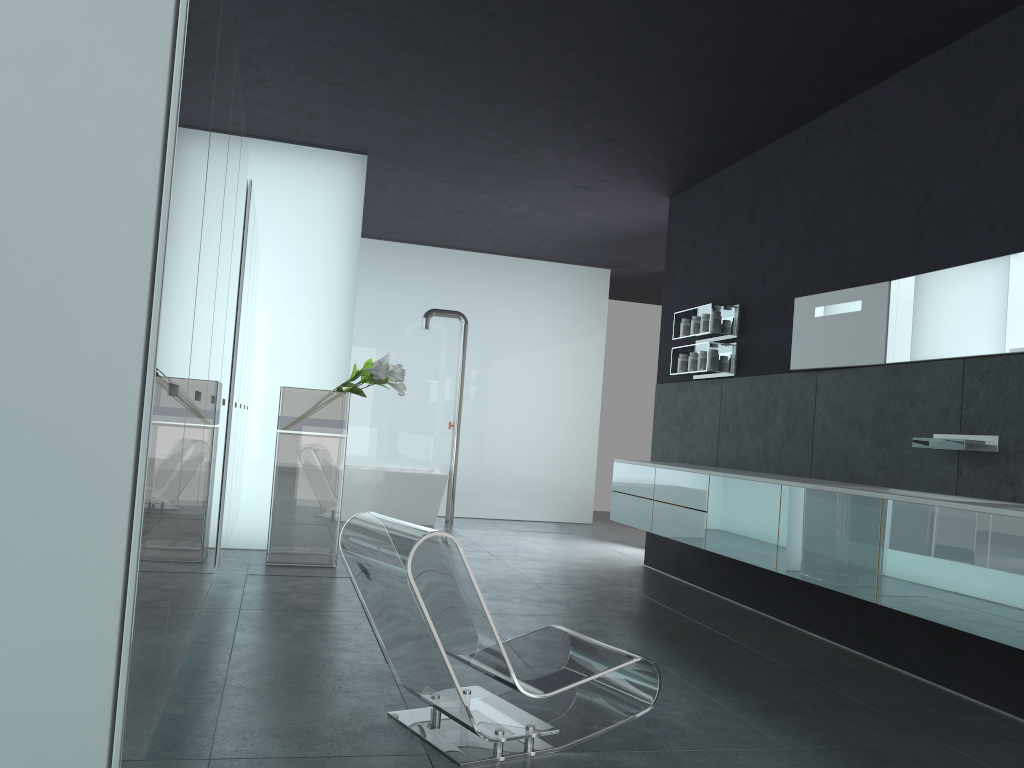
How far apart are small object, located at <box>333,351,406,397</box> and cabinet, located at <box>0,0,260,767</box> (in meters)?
0.95

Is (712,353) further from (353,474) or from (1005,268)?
(353,474)

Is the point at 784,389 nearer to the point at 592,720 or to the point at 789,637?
the point at 789,637

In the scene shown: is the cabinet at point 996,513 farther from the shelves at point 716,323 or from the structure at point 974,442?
the shelves at point 716,323

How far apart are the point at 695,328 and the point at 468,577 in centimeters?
514cm

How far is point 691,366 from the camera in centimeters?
792cm

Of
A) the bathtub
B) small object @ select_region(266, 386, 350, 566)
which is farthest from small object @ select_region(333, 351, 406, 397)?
the bathtub

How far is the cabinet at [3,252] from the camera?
1.8 meters

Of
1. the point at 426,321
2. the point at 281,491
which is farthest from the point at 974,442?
the point at 426,321

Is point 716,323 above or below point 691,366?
above
